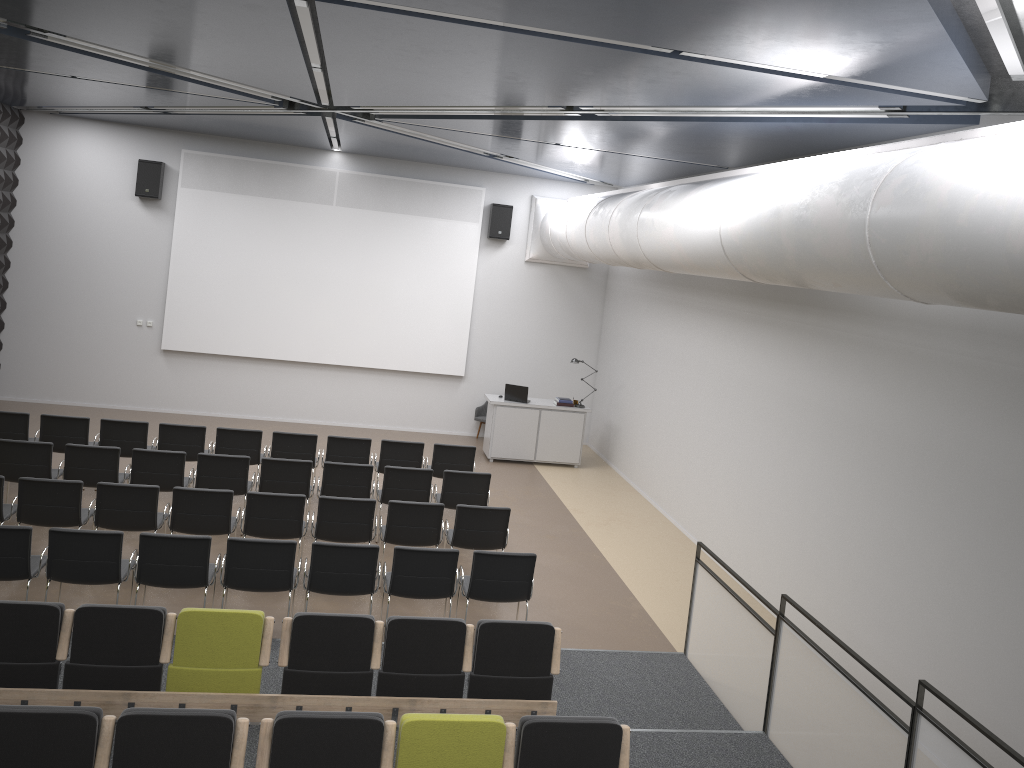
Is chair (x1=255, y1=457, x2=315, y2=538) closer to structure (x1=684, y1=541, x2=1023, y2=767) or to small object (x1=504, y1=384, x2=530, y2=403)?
structure (x1=684, y1=541, x2=1023, y2=767)

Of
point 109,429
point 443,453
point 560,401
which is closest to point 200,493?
point 109,429

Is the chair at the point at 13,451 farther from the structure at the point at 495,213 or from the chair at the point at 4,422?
the structure at the point at 495,213

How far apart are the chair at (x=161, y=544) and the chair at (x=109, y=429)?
3.7 meters

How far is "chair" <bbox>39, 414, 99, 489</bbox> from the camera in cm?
1057

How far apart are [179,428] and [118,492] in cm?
261

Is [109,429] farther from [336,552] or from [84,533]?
[336,552]

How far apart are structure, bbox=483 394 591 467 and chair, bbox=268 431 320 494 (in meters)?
3.93

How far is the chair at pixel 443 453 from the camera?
11.5 meters

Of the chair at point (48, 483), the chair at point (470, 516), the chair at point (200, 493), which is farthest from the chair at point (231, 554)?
the chair at point (48, 483)
